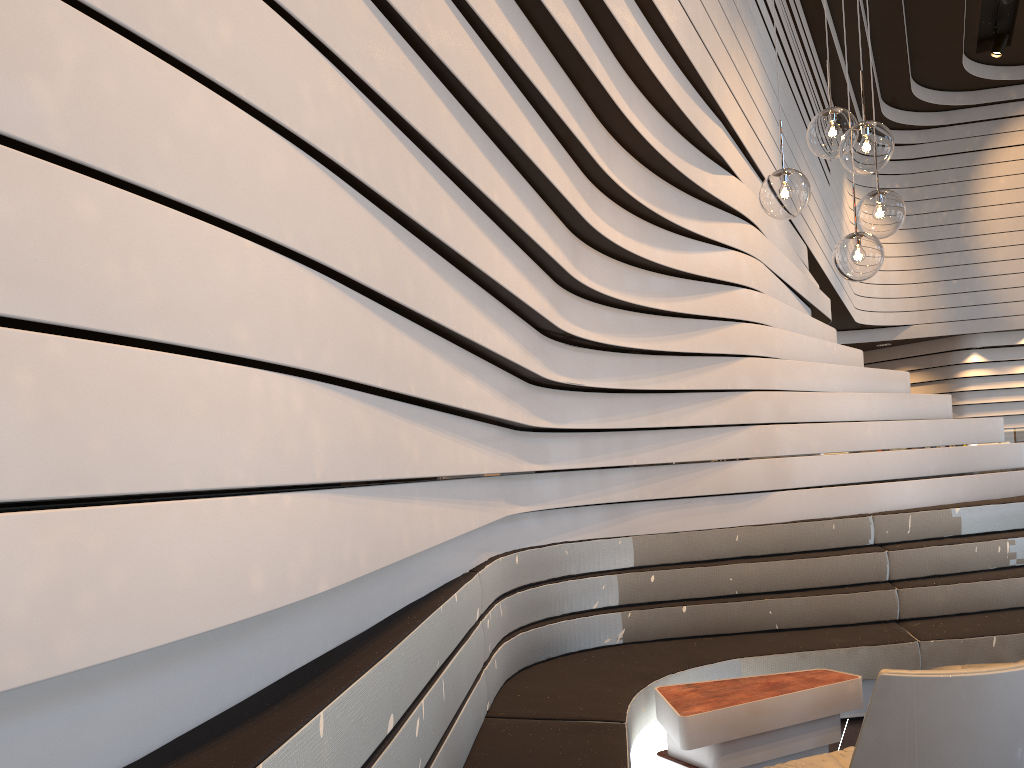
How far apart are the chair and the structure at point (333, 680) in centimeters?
46cm

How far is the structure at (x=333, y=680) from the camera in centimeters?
155cm

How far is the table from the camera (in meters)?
3.08

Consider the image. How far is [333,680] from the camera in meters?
1.5

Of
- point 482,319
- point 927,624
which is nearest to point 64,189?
point 482,319

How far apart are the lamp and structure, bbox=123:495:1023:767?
1.6m

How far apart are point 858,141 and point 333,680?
2.4m

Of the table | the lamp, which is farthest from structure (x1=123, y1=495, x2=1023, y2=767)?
the lamp

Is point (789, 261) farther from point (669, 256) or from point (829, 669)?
point (829, 669)

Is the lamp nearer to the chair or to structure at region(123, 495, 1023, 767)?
the chair
